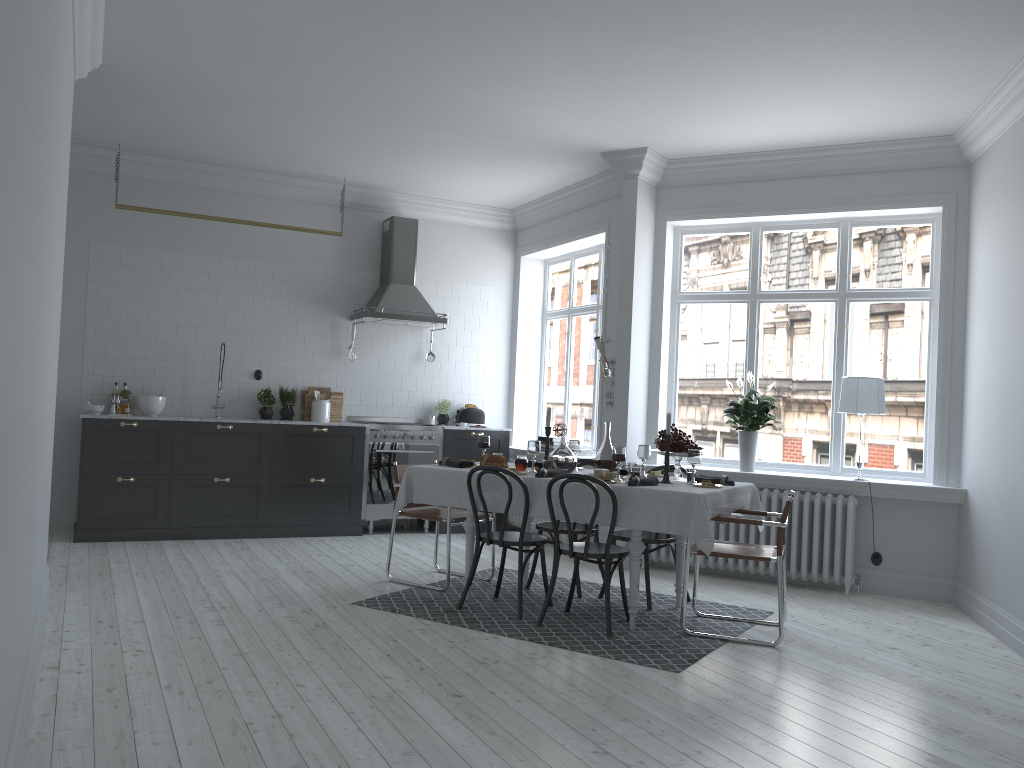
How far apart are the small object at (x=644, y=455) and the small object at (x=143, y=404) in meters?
4.4 m

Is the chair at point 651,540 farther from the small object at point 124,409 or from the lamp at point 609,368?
the small object at point 124,409

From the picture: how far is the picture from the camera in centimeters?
774cm

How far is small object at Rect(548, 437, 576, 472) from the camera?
5.7m

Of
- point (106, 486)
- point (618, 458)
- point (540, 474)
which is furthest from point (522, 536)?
point (106, 486)

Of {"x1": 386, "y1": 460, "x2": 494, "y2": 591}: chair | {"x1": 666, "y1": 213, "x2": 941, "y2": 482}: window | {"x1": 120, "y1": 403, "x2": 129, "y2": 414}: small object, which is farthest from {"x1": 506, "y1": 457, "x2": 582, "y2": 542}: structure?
{"x1": 120, "y1": 403, "x2": 129, "y2": 414}: small object

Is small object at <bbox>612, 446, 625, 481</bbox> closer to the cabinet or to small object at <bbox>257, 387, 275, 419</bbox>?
the cabinet

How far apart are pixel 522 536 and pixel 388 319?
3.7 meters

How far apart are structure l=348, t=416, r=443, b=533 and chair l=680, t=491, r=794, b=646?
3.7m

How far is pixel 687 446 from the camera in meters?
5.5
